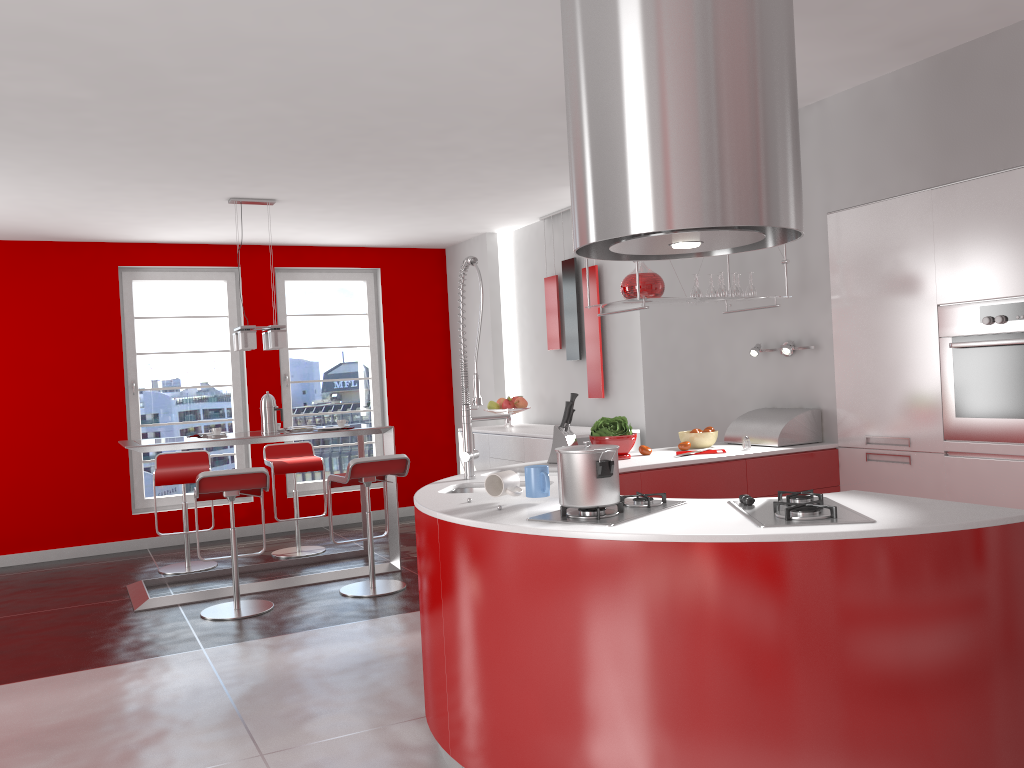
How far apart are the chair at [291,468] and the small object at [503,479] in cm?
409

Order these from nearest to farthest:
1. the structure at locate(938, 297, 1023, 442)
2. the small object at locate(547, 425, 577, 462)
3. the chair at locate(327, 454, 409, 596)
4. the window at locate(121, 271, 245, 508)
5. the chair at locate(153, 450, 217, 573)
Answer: the structure at locate(938, 297, 1023, 442), the small object at locate(547, 425, 577, 462), the chair at locate(327, 454, 409, 596), the chair at locate(153, 450, 217, 573), the window at locate(121, 271, 245, 508)

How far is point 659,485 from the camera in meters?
4.0 m

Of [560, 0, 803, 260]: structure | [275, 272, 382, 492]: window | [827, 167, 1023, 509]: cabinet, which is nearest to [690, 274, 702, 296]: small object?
[827, 167, 1023, 509]: cabinet

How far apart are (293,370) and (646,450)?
4.8 meters

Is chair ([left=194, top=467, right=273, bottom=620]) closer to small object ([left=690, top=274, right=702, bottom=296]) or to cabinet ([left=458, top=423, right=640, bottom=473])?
cabinet ([left=458, top=423, right=640, bottom=473])

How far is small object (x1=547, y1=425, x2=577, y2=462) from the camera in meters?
4.1

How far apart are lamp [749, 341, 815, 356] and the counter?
0.5m

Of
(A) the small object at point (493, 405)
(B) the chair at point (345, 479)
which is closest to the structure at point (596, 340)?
(A) the small object at point (493, 405)

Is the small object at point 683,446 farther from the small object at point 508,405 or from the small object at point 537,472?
the small object at point 508,405
